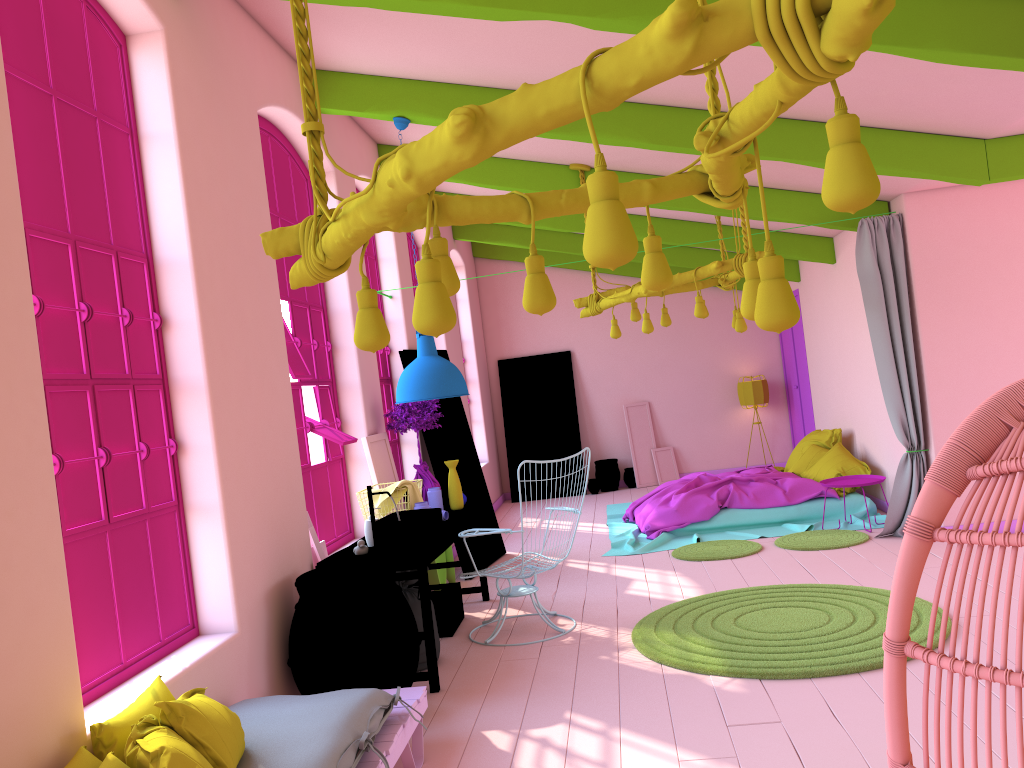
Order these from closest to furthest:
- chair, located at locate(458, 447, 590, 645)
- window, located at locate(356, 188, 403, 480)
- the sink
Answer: the sink < chair, located at locate(458, 447, 590, 645) < window, located at locate(356, 188, 403, 480)

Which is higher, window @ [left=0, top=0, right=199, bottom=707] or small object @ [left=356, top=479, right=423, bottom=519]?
window @ [left=0, top=0, right=199, bottom=707]

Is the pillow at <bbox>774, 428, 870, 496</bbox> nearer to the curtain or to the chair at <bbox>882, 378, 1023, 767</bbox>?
the curtain

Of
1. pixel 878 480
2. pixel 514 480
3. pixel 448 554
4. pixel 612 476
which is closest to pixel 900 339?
pixel 878 480

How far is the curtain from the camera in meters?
7.5

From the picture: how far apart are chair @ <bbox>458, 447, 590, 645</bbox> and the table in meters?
0.3

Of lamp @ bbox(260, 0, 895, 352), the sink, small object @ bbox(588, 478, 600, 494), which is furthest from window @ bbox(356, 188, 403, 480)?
lamp @ bbox(260, 0, 895, 352)

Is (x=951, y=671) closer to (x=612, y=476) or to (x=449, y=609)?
(x=449, y=609)

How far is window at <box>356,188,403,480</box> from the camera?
8.3 meters

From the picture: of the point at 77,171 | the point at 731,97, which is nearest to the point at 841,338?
the point at 731,97
